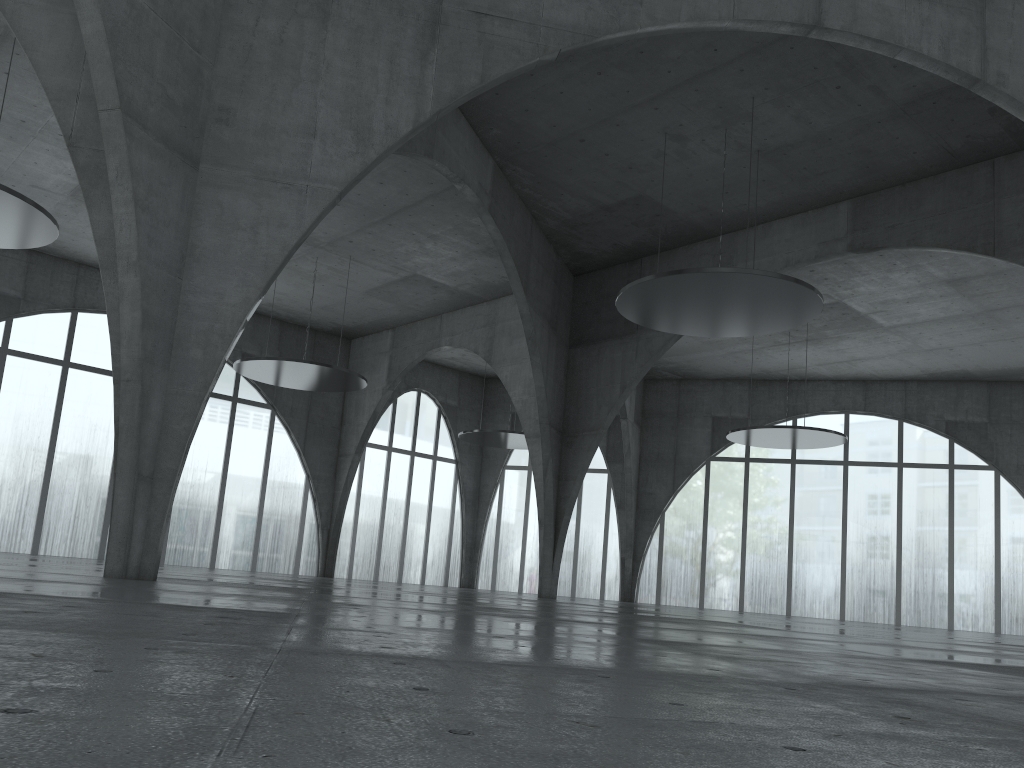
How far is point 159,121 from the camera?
25.7m

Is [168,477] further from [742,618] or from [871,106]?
[871,106]
